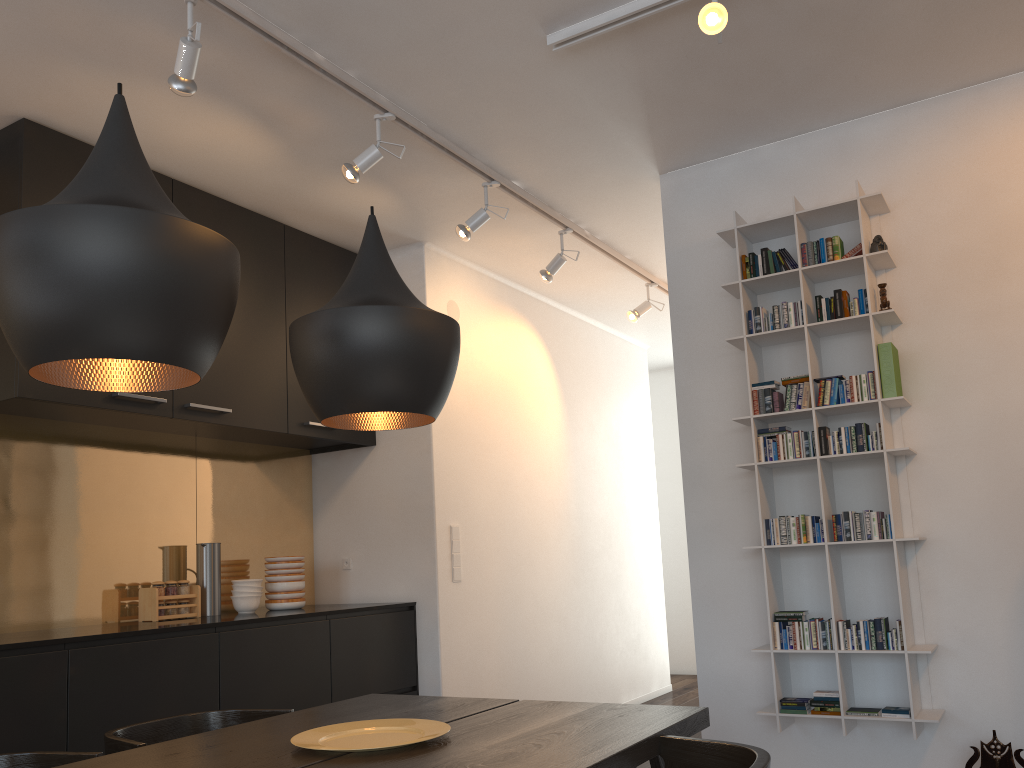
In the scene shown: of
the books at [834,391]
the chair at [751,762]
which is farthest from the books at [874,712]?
the chair at [751,762]

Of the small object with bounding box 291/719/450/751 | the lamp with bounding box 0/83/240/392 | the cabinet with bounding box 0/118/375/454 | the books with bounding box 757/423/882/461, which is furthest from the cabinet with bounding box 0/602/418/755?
the books with bounding box 757/423/882/461

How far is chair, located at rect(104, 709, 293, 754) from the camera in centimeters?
220cm

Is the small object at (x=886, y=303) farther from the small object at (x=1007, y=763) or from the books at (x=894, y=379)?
the small object at (x=1007, y=763)

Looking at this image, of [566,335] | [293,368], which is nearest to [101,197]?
[293,368]

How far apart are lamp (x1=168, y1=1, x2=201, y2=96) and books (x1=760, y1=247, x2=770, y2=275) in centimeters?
222cm

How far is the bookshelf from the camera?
3.2m

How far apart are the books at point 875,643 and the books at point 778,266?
1.0 meters

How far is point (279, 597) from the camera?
4.3m

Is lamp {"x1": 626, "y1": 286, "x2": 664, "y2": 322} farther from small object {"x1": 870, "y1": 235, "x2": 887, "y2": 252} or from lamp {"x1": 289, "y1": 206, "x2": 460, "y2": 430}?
lamp {"x1": 289, "y1": 206, "x2": 460, "y2": 430}
